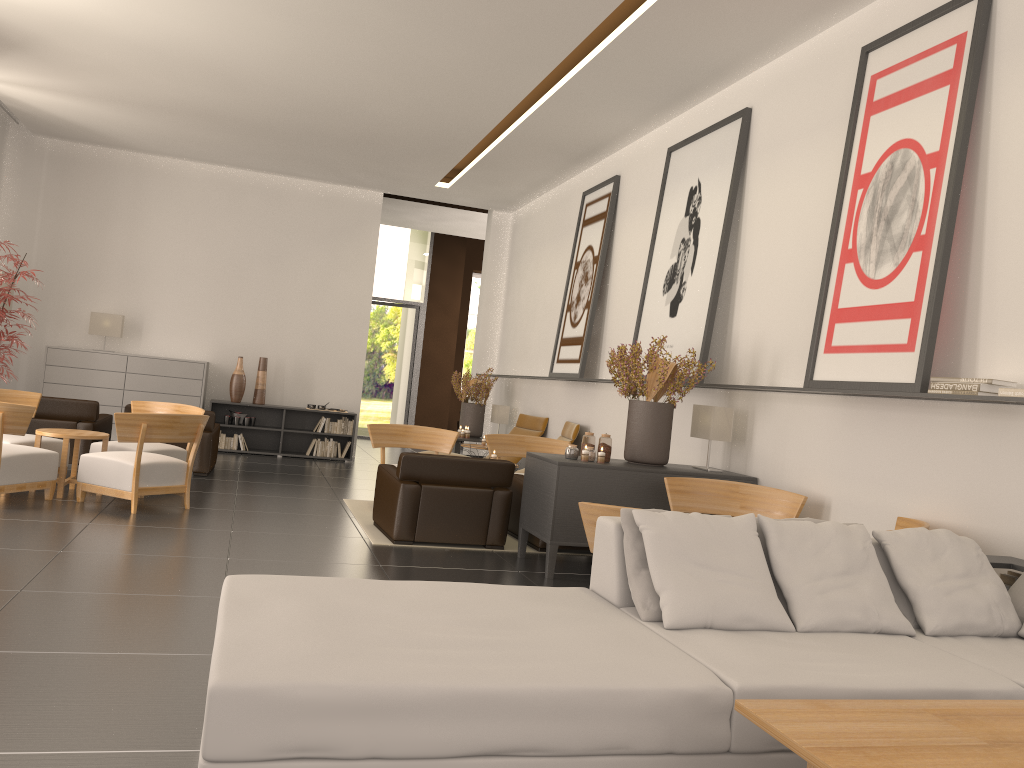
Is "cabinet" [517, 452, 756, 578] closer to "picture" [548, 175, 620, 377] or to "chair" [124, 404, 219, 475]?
"picture" [548, 175, 620, 377]

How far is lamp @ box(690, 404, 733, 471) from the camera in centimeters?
1021cm

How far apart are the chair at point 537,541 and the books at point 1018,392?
5.8m

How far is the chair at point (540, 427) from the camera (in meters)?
17.30

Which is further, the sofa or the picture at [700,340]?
the picture at [700,340]

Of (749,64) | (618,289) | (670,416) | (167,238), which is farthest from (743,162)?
(167,238)

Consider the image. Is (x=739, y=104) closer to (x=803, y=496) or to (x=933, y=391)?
(x=803, y=496)

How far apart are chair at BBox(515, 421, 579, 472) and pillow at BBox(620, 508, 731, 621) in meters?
9.7

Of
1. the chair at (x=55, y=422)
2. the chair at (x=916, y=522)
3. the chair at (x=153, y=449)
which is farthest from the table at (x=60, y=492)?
the chair at (x=916, y=522)

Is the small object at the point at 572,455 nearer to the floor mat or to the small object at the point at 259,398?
the floor mat
